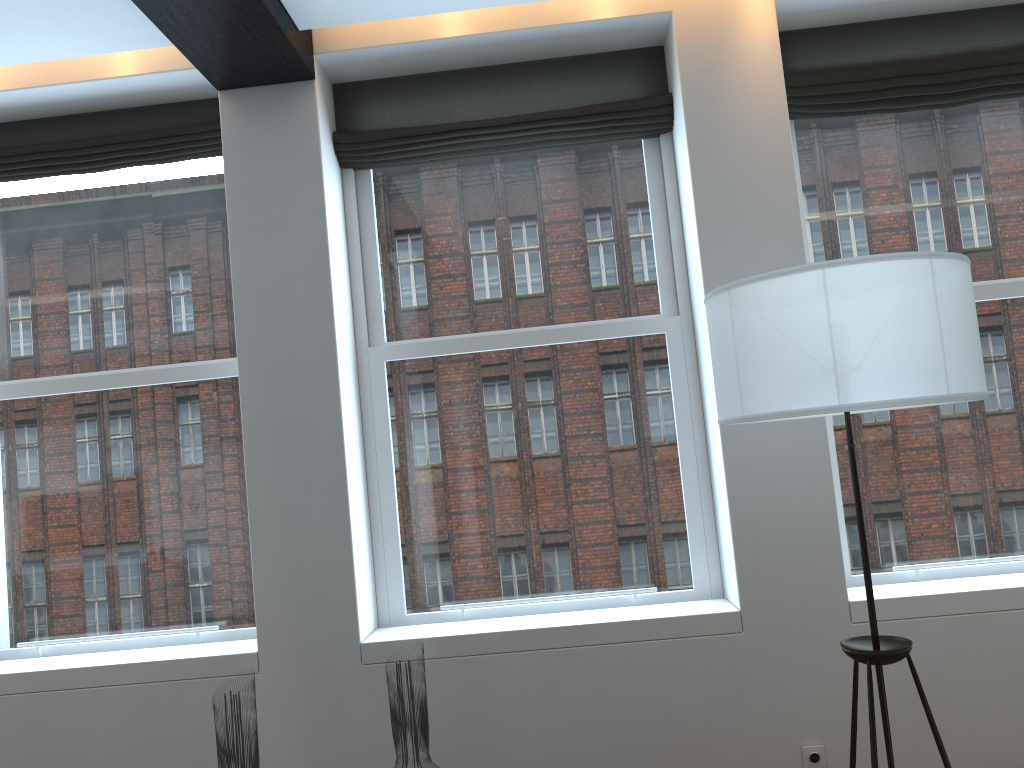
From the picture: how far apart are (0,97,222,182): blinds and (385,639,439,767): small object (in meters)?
2.38

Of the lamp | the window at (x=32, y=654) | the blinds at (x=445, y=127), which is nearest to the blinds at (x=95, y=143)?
the window at (x=32, y=654)

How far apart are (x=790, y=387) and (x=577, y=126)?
A: 1.9m

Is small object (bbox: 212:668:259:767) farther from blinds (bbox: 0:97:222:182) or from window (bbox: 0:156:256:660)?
blinds (bbox: 0:97:222:182)

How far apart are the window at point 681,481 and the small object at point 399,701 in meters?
0.8 m

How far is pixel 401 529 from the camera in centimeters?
372cm

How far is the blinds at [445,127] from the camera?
3.7m

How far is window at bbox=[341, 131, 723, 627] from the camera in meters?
3.7

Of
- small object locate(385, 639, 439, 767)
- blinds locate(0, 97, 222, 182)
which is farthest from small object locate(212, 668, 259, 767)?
blinds locate(0, 97, 222, 182)

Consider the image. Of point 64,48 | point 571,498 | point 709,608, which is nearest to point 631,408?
point 571,498
